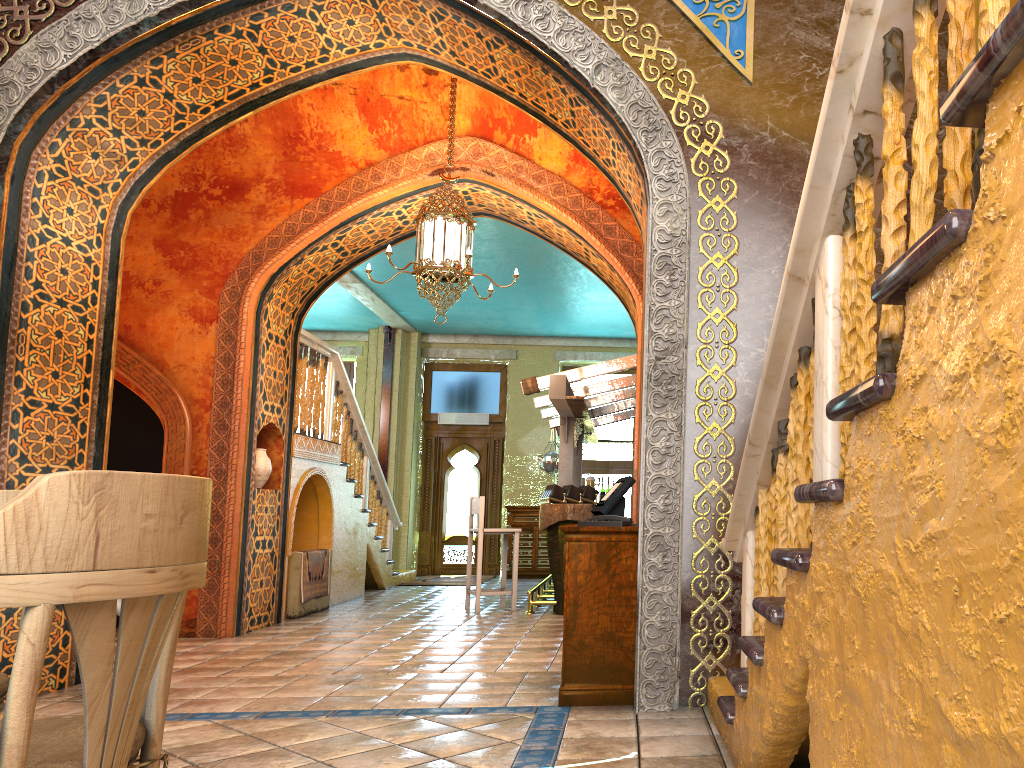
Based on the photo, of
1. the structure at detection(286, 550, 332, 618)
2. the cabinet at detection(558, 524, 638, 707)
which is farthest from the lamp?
the structure at detection(286, 550, 332, 618)

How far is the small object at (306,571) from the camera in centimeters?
988cm

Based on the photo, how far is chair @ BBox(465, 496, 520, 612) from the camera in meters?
10.0 m

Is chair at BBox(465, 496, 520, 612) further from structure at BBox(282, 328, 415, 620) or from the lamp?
the lamp

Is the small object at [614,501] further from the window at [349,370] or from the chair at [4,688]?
the window at [349,370]

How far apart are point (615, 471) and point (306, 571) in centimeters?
736cm

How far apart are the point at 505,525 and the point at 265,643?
8.4 meters

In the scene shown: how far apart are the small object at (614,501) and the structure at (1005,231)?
1.20m

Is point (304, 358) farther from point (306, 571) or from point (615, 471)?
point (615, 471)

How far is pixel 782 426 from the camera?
3.1 meters
